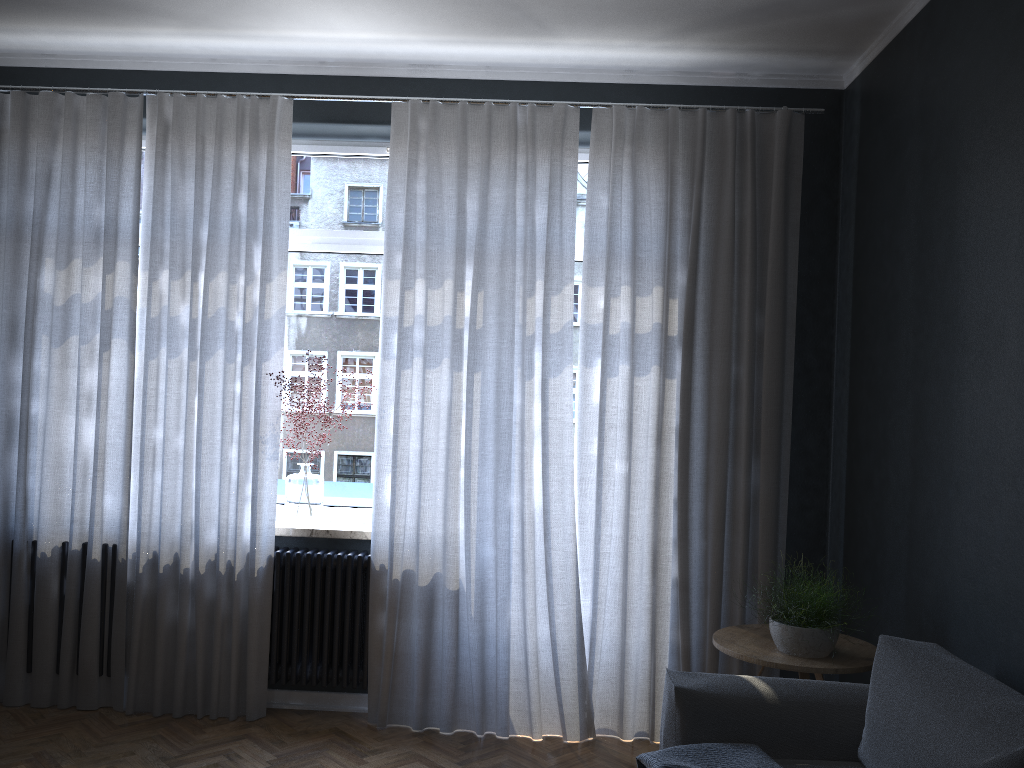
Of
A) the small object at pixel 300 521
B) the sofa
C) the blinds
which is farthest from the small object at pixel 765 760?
the small object at pixel 300 521

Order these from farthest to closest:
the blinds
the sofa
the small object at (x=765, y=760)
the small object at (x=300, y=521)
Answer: the small object at (x=300, y=521) → the blinds → the small object at (x=765, y=760) → the sofa

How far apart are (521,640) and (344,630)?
0.8 meters

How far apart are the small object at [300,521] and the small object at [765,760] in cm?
203

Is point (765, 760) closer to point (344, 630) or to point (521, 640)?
point (521, 640)

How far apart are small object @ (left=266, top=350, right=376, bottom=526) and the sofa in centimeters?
192cm

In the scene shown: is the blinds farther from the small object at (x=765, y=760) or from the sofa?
the small object at (x=765, y=760)

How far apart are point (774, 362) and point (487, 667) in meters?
1.8 m

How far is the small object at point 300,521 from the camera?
4.1m

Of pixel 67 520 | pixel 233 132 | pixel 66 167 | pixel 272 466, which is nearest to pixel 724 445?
pixel 272 466
